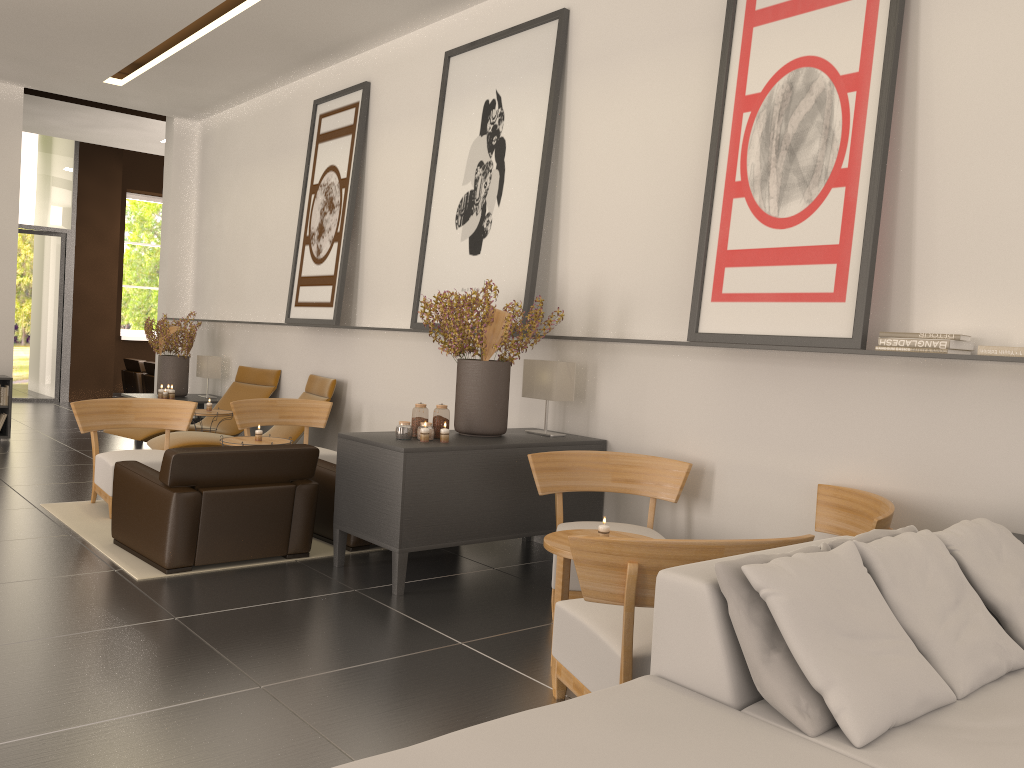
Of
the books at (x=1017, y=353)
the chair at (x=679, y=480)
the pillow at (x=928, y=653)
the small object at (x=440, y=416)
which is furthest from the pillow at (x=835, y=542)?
the small object at (x=440, y=416)

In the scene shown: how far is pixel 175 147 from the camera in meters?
17.5 m

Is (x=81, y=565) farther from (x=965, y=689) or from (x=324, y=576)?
(x=965, y=689)

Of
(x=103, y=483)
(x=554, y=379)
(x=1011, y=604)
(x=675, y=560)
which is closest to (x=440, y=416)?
(x=554, y=379)

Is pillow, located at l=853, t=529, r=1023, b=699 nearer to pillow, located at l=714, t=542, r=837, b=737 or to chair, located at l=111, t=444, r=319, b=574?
pillow, located at l=714, t=542, r=837, b=737

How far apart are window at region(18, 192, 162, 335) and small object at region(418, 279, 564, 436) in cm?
2094

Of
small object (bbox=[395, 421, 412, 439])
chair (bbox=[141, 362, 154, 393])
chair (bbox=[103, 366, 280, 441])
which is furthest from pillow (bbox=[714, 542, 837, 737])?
chair (bbox=[141, 362, 154, 393])

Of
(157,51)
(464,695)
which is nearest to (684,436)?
(464,695)

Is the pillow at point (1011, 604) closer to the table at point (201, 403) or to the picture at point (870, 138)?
the picture at point (870, 138)

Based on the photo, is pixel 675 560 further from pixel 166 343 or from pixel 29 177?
pixel 29 177
